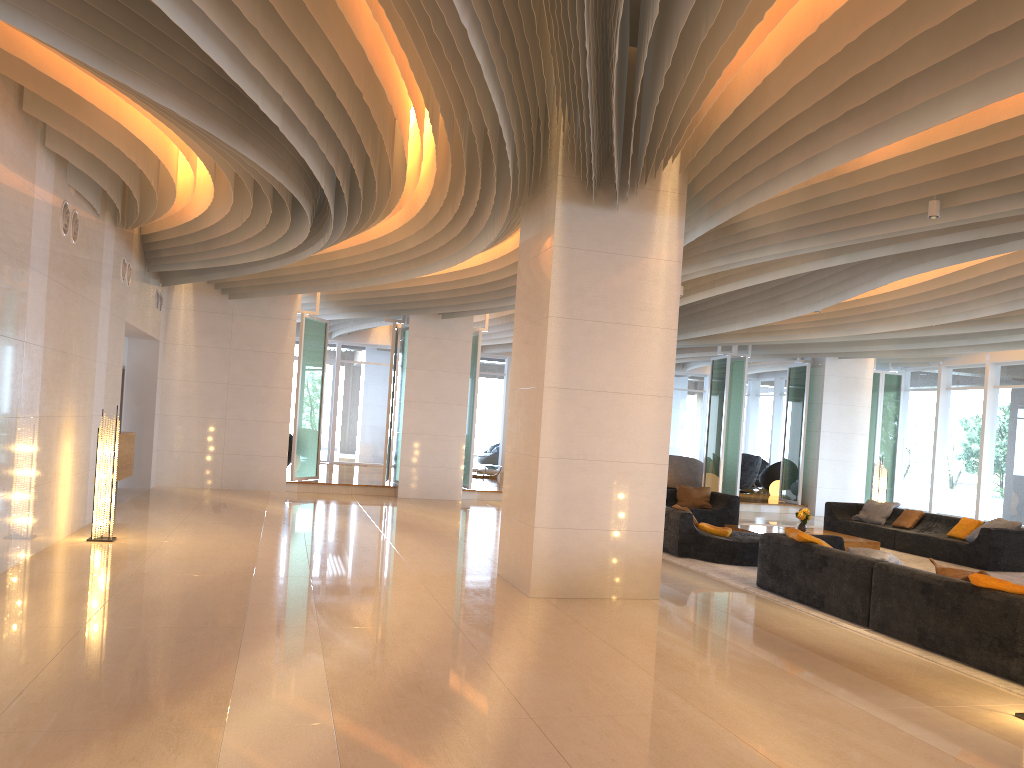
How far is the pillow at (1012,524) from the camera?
12.2m

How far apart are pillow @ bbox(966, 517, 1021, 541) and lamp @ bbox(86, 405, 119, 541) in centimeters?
1115cm

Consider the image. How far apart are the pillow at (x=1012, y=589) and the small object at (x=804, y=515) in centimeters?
690cm

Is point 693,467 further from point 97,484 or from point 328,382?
point 97,484

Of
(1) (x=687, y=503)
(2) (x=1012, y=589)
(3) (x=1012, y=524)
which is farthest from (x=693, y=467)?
(2) (x=1012, y=589)

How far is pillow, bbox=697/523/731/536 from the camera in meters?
11.1 m

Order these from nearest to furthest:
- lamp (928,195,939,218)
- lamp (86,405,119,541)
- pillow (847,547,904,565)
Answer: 1. lamp (928,195,939,218)
2. pillow (847,547,904,565)
3. lamp (86,405,119,541)

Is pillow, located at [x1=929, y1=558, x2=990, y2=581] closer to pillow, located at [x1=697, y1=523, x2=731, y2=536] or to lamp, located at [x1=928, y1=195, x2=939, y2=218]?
lamp, located at [x1=928, y1=195, x2=939, y2=218]

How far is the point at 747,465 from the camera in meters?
22.9 m

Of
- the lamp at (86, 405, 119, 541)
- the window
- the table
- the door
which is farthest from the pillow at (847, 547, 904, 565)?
the door
